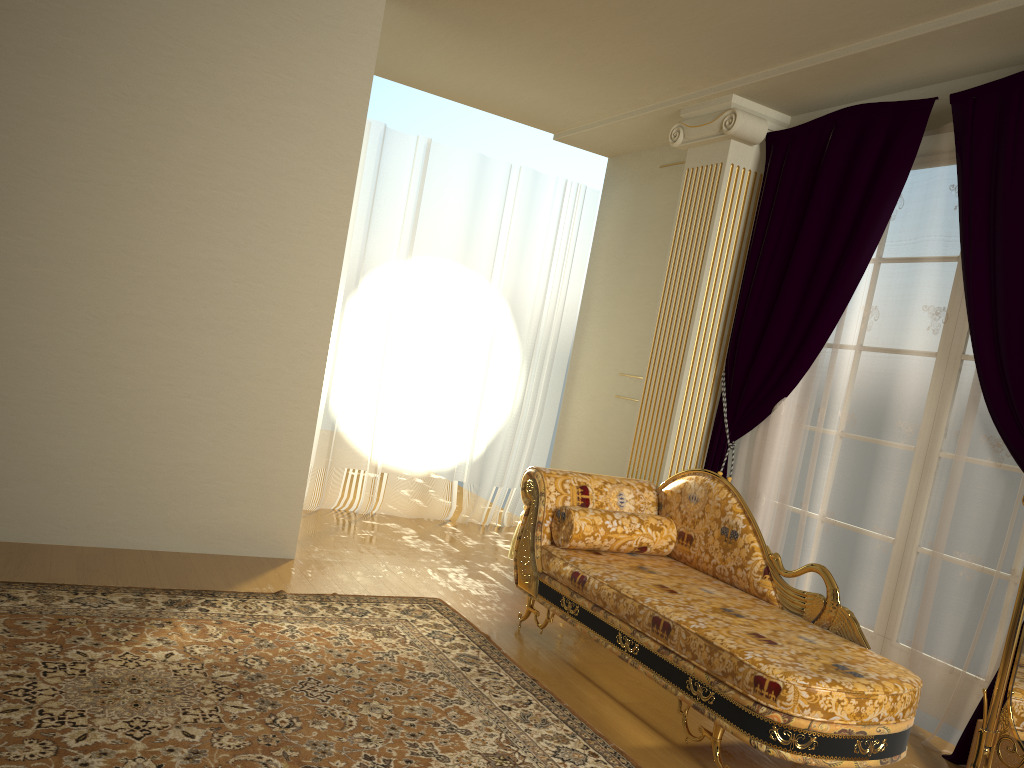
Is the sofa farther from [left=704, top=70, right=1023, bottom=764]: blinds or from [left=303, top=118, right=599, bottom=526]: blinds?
[left=303, top=118, right=599, bottom=526]: blinds

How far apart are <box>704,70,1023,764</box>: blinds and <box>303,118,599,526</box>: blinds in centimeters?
183cm

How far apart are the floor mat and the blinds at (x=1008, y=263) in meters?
1.4

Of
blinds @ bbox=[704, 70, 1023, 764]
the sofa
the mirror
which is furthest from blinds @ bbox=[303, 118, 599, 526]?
the mirror

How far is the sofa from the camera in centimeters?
255cm

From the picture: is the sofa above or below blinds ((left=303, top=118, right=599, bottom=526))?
below

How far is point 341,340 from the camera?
5.7 meters

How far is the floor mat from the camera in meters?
2.4

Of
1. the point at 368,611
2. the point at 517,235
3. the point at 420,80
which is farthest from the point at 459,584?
the point at 420,80

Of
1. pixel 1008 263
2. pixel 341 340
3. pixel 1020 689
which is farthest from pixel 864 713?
pixel 341 340
